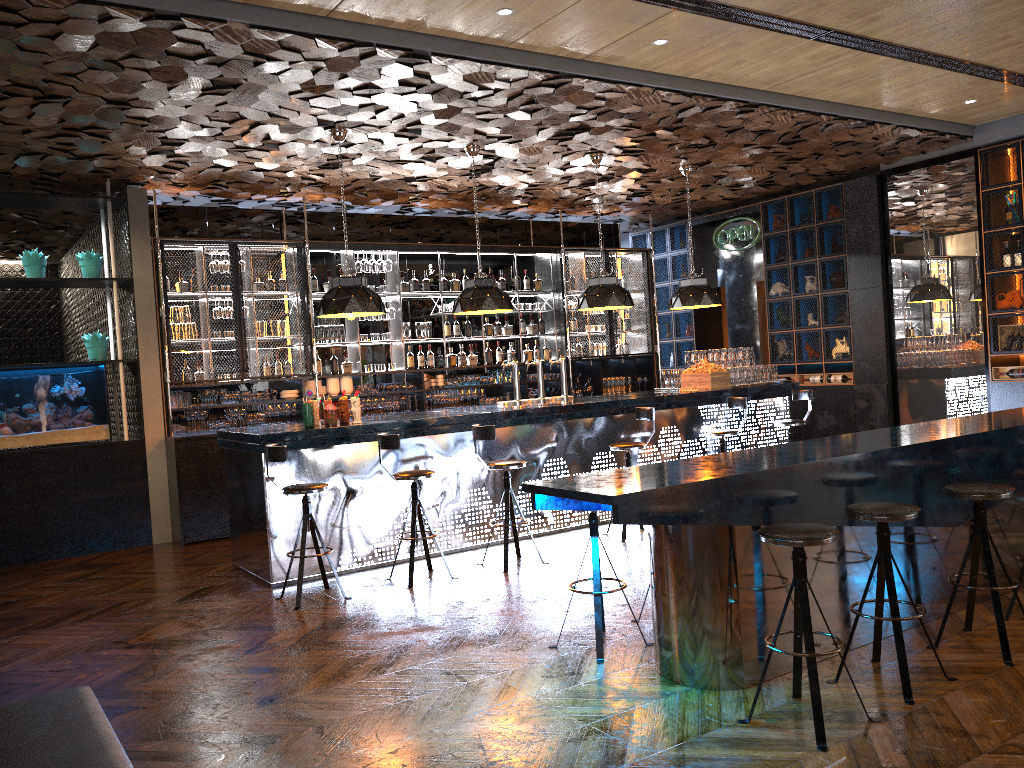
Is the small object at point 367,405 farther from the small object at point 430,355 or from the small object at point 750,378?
the small object at point 750,378

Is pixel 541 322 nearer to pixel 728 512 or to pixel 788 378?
pixel 788 378

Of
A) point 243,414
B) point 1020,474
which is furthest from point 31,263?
point 1020,474

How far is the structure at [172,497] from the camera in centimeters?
882cm

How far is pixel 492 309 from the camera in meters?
8.2 m

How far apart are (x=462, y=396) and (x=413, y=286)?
1.5 meters

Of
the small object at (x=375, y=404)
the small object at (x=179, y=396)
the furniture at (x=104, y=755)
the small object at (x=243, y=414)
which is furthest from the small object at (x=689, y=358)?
the furniture at (x=104, y=755)

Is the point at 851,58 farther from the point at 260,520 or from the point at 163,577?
the point at 163,577

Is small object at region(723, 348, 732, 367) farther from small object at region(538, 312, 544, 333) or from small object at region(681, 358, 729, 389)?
small object at region(538, 312, 544, 333)

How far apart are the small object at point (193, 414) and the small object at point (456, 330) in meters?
3.4 m
